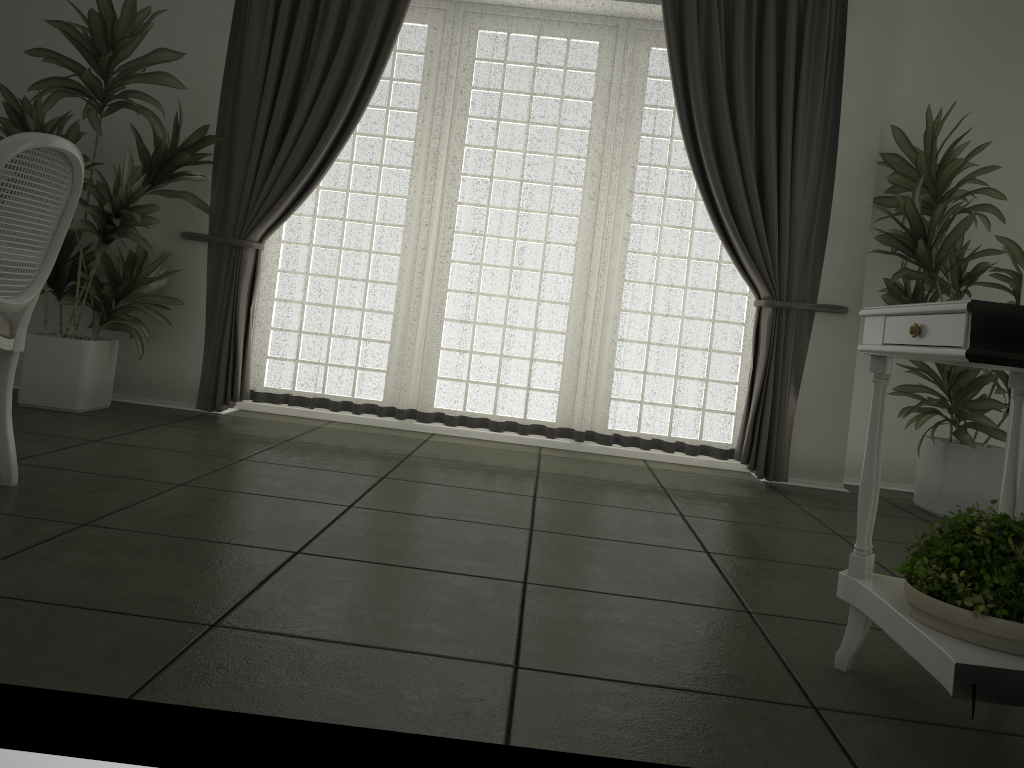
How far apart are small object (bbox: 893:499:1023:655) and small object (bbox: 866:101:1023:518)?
2.5m

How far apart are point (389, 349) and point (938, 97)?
3.36m

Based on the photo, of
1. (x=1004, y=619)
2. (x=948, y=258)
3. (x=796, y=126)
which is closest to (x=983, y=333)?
(x=1004, y=619)

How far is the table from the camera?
1.5m

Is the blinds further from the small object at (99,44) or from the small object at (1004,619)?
the small object at (1004,619)

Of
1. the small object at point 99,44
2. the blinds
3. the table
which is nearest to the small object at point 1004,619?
the table

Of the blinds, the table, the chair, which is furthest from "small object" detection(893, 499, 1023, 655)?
the blinds

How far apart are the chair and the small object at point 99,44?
1.4 meters

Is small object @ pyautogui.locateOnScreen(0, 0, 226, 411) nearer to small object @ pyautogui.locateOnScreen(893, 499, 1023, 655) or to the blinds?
the blinds

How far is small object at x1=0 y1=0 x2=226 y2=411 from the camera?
4.03m
